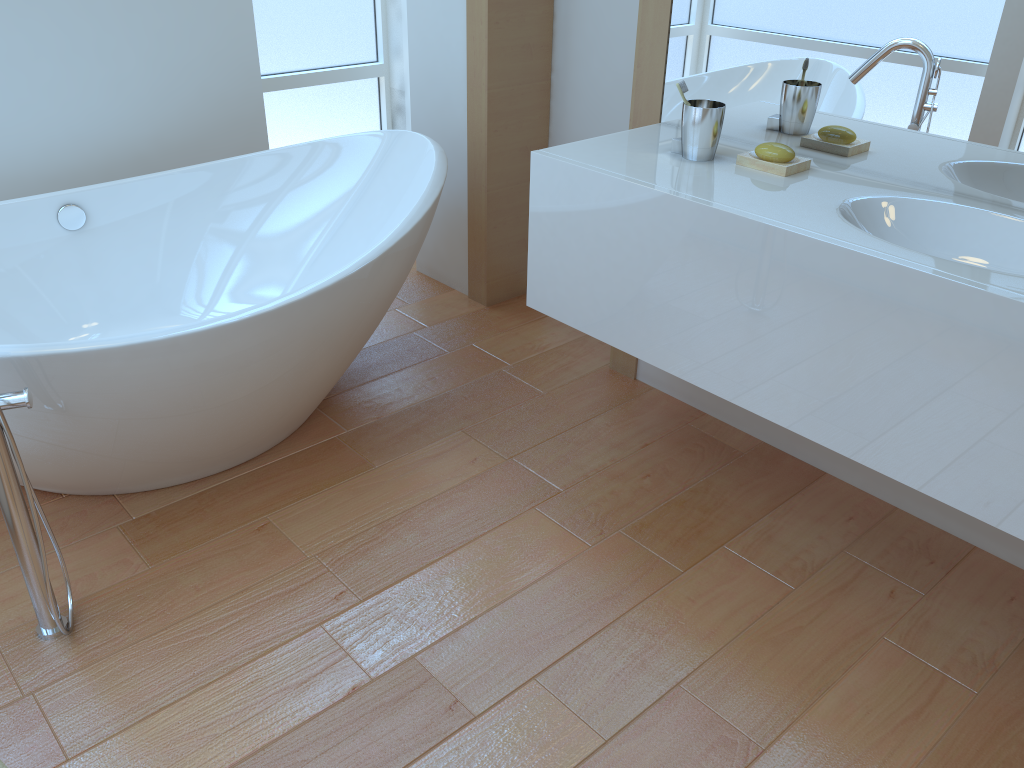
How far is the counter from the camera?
1.4m

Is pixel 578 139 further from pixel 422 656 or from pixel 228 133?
pixel 422 656

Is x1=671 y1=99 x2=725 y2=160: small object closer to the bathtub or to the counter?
the counter

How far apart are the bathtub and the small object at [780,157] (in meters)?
0.85

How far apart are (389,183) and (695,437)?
1.19m

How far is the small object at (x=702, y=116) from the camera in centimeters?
187cm

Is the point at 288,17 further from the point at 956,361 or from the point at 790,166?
the point at 956,361

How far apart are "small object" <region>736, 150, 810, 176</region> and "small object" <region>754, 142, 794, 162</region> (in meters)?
0.01

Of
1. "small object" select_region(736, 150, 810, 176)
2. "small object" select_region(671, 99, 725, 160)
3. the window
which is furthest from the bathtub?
"small object" select_region(736, 150, 810, 176)

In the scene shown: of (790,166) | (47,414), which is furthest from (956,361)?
(47,414)
